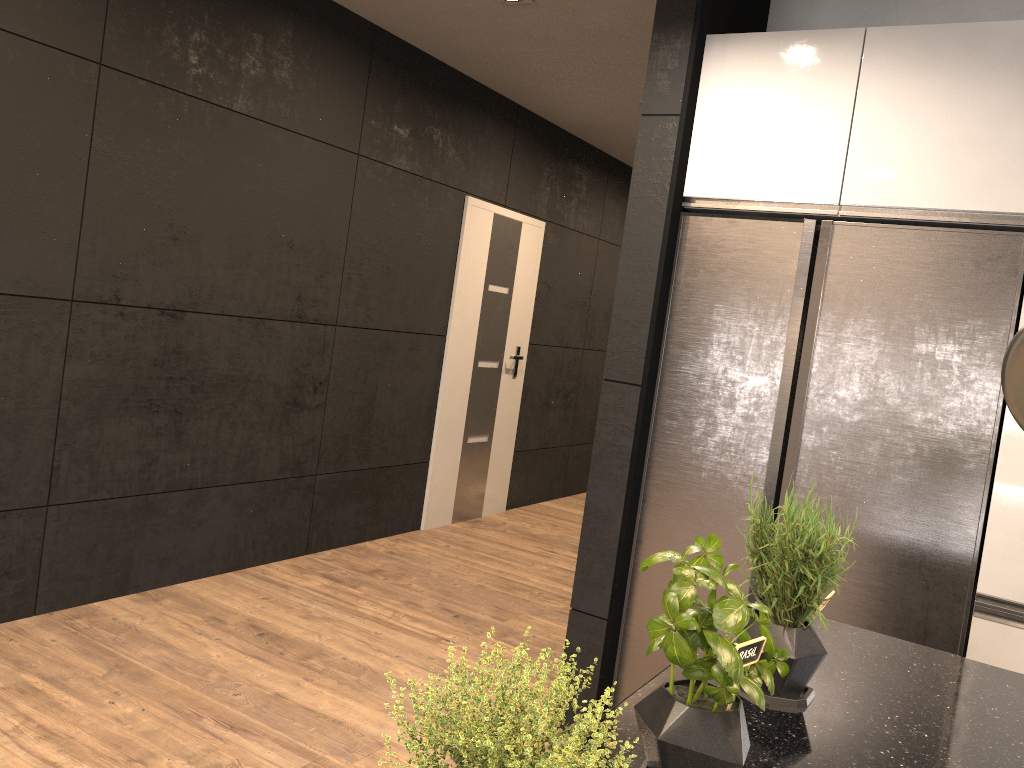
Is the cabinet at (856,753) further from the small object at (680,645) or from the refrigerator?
the refrigerator

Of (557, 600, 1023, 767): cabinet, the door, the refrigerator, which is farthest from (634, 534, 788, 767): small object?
the door

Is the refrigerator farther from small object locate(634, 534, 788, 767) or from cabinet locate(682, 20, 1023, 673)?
small object locate(634, 534, 788, 767)

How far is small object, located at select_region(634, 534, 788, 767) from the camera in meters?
1.0 m

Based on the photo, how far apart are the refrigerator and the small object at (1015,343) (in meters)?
1.50

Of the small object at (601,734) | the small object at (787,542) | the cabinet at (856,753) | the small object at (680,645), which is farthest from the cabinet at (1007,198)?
the small object at (601,734)

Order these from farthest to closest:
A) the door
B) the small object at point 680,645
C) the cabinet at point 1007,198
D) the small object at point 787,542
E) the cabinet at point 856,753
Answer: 1. the door
2. the cabinet at point 1007,198
3. the small object at point 787,542
4. the cabinet at point 856,753
5. the small object at point 680,645

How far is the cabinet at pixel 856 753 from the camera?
1.25m

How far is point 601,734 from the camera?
0.7 meters

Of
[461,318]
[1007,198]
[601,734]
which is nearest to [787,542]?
[601,734]
